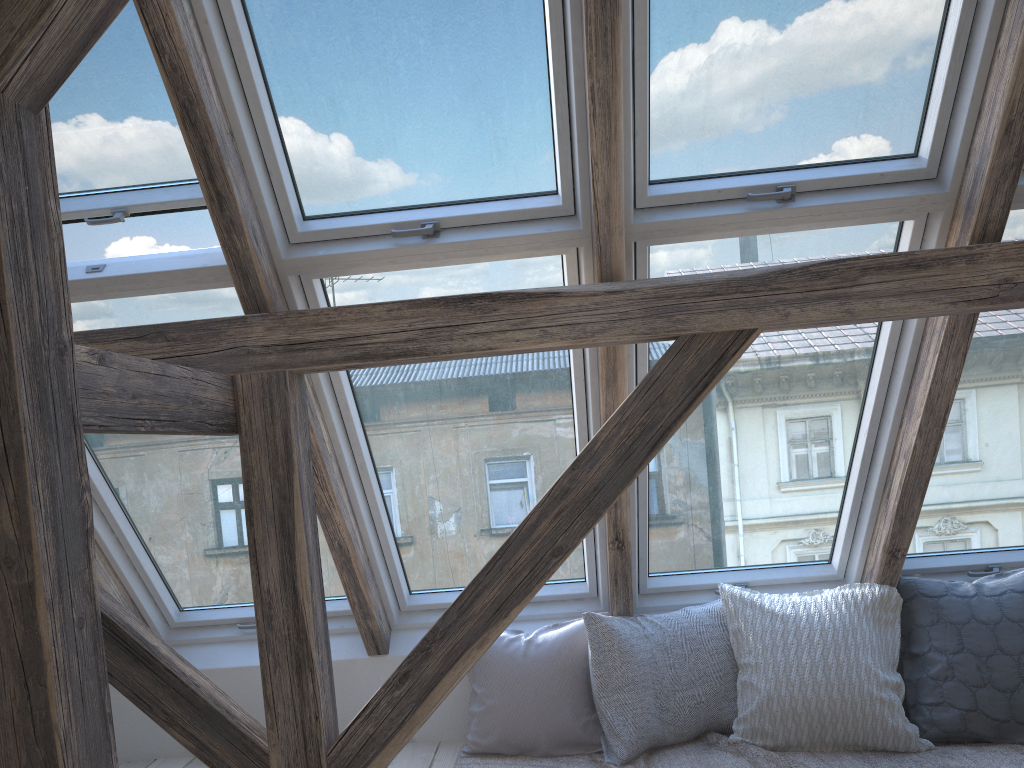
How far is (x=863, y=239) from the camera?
2.5 meters

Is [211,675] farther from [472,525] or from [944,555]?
[944,555]

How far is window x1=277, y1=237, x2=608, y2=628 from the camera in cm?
252

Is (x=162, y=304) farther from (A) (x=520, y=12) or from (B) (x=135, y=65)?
(A) (x=520, y=12)

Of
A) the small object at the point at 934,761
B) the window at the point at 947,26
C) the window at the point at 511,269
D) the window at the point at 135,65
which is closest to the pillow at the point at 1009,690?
the small object at the point at 934,761

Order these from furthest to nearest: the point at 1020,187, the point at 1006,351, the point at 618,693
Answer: the point at 618,693 → the point at 1006,351 → the point at 1020,187

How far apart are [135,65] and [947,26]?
2.03m

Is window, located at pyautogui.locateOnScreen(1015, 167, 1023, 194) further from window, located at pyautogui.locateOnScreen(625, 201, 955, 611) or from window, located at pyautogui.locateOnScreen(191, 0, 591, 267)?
window, located at pyautogui.locateOnScreen(191, 0, 591, 267)

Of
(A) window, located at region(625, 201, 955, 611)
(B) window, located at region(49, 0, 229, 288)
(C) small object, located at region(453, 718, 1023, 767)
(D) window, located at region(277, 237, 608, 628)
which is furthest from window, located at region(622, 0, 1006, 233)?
(C) small object, located at region(453, 718, 1023, 767)

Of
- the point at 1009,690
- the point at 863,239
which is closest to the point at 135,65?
the point at 863,239
